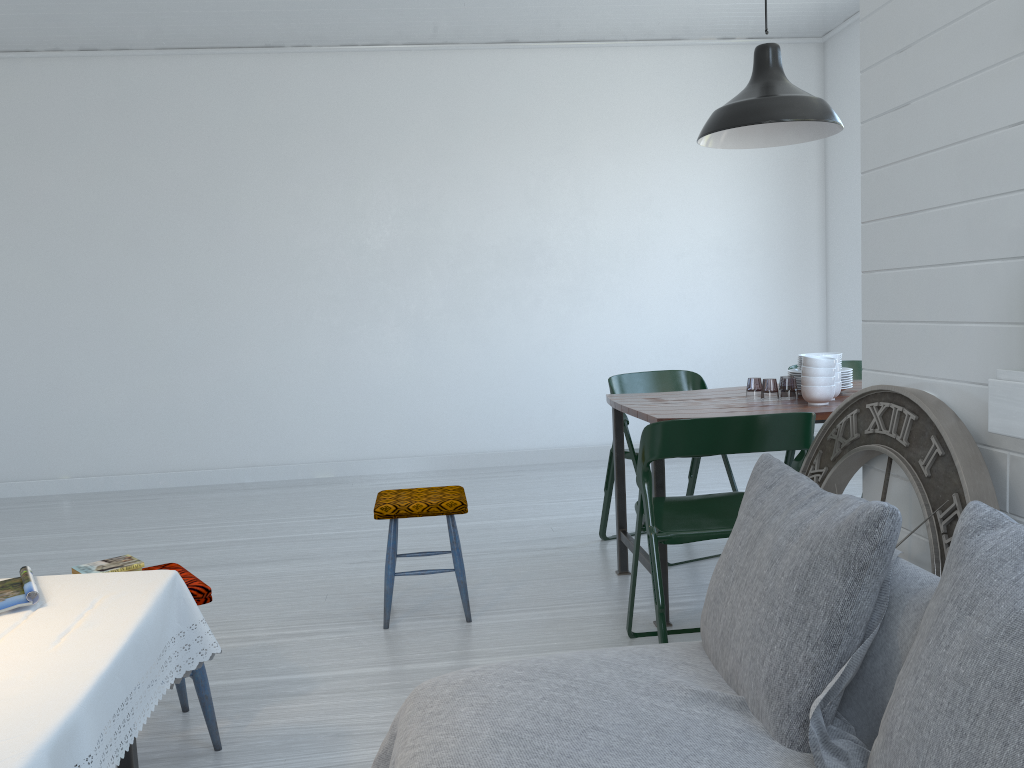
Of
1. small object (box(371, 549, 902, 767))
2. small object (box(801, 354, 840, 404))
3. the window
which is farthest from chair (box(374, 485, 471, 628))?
the window

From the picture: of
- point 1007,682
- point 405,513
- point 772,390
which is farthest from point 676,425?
point 772,390

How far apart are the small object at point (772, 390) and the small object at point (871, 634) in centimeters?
376cm

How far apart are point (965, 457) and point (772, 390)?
7.2m

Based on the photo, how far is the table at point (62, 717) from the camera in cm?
156

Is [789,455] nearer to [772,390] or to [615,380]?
[615,380]

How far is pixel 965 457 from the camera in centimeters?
209cm

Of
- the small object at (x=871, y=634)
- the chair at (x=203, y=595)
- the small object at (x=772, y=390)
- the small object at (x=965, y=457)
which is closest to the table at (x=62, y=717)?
the chair at (x=203, y=595)

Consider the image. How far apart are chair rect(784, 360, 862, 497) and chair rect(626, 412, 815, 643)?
1.7 meters

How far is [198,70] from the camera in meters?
7.4
